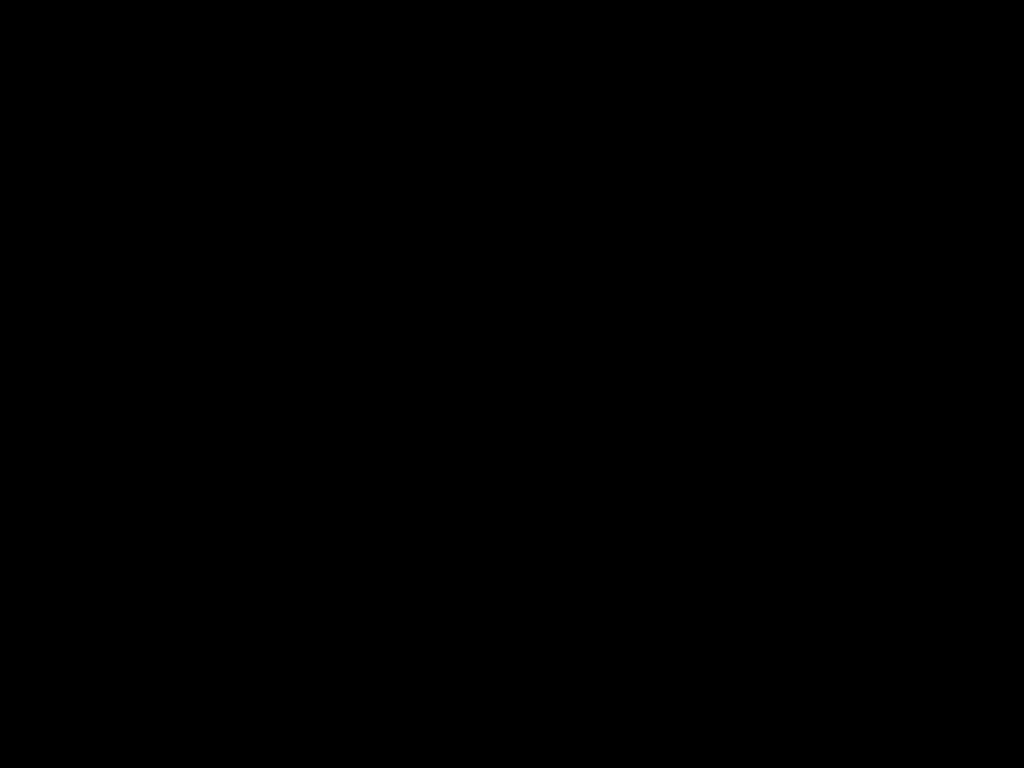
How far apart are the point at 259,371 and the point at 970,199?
0.68m
